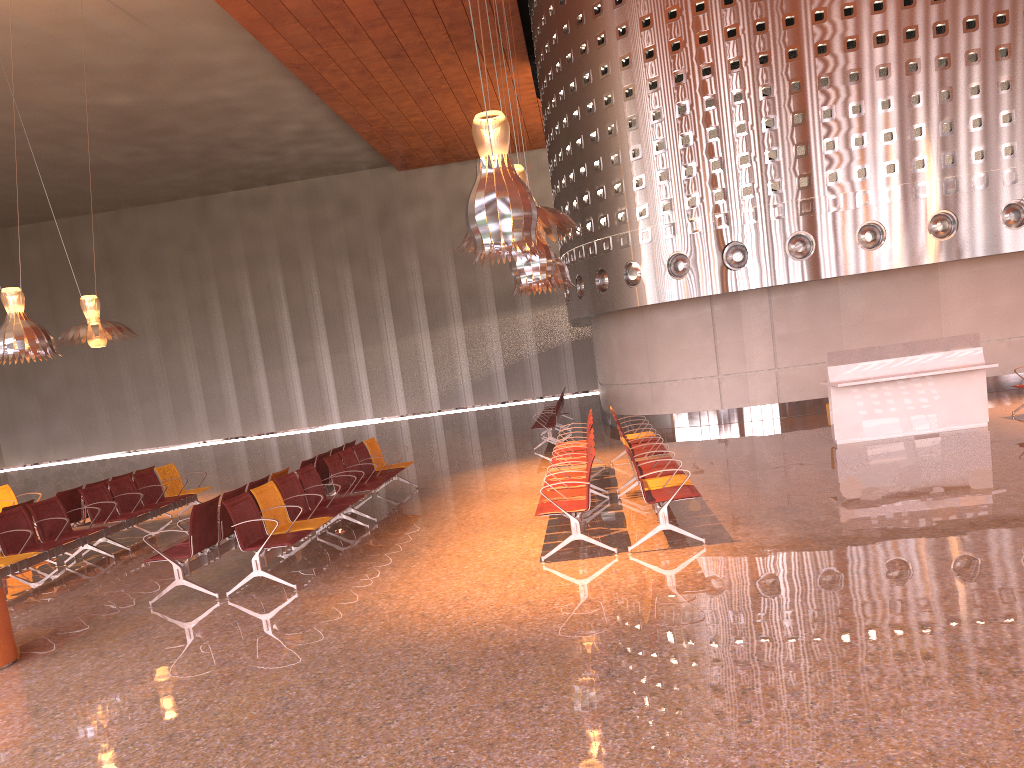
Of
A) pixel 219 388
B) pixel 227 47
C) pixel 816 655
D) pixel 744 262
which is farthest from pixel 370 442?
pixel 219 388
